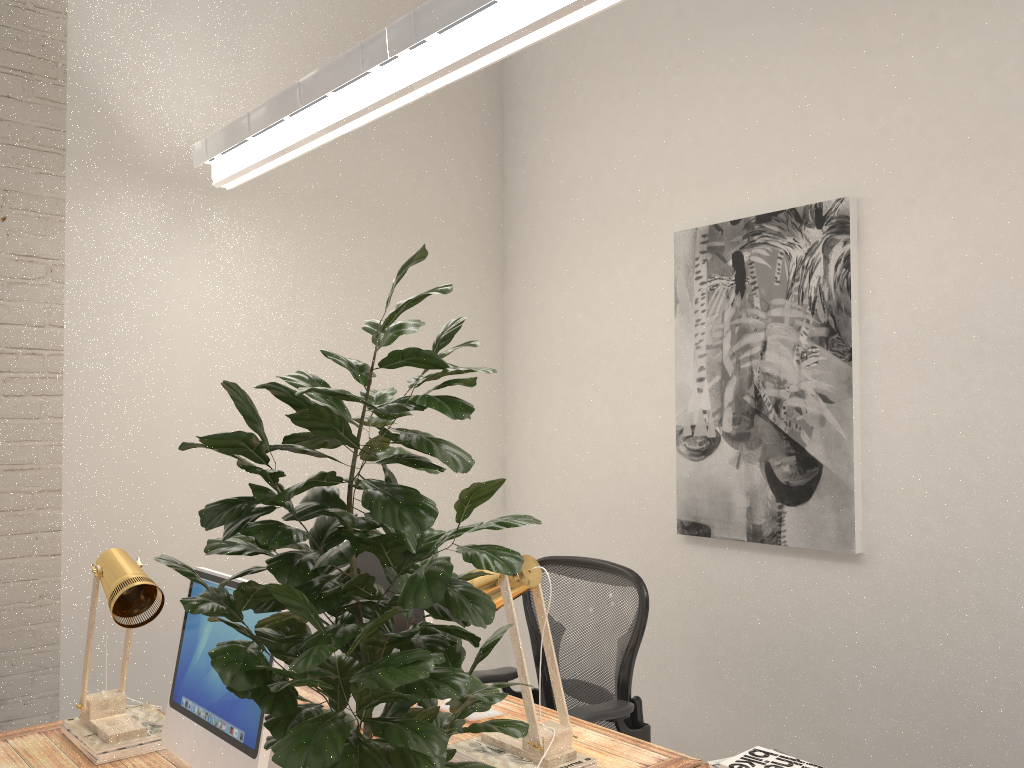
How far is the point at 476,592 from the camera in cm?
114

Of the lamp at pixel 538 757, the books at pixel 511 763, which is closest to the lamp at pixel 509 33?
the lamp at pixel 538 757

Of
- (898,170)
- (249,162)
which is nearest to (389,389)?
(249,162)

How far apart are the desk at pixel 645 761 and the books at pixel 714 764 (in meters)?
0.26

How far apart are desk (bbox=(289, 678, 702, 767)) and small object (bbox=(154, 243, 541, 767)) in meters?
1.0

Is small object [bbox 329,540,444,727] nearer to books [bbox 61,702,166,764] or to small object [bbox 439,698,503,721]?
small object [bbox 439,698,503,721]

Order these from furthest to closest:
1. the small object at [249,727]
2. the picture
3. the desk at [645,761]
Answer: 1. the picture
2. the desk at [645,761]
3. the small object at [249,727]

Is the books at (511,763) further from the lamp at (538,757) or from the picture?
the picture

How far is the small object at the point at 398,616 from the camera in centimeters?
240cm

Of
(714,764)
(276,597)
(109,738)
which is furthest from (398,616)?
(276,597)
